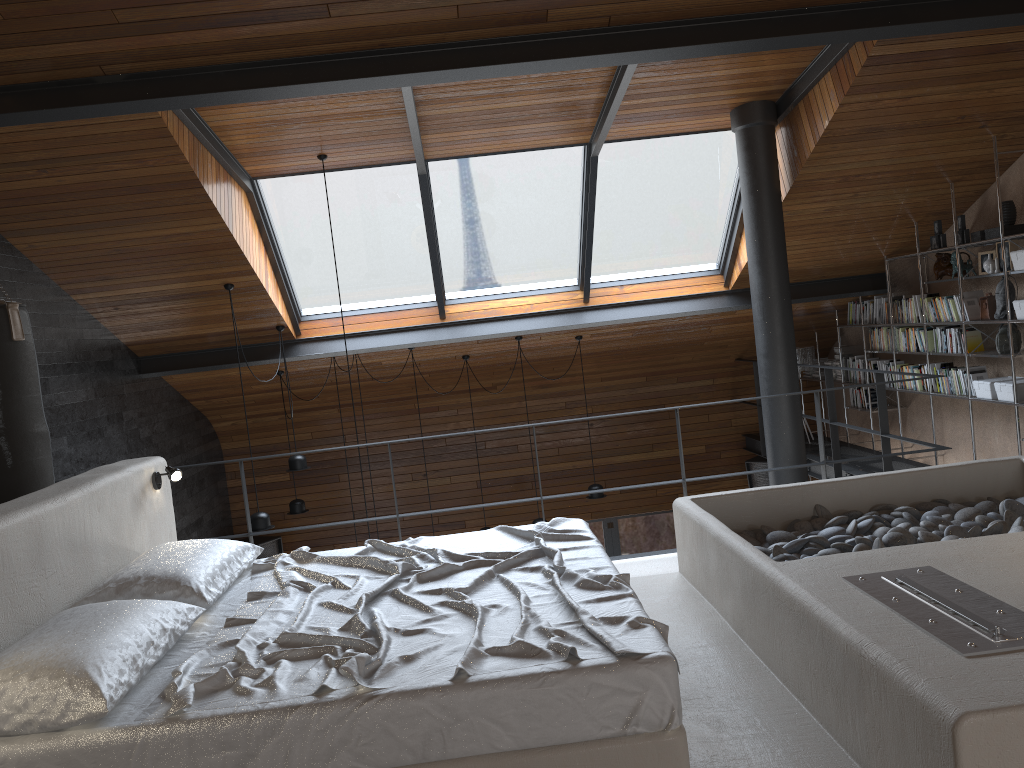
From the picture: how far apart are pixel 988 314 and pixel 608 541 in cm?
549

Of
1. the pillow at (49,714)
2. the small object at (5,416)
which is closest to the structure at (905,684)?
the pillow at (49,714)

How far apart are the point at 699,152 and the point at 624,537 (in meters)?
5.31

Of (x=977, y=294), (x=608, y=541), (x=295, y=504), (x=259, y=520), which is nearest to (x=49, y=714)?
(x=259, y=520)

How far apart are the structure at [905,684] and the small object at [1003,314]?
2.17m

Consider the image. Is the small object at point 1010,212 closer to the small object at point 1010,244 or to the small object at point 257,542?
the small object at point 1010,244

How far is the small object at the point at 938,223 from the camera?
7.0m

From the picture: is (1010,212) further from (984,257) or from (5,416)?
(5,416)

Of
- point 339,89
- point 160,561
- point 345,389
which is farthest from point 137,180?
point 345,389

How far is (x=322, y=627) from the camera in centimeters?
286cm
